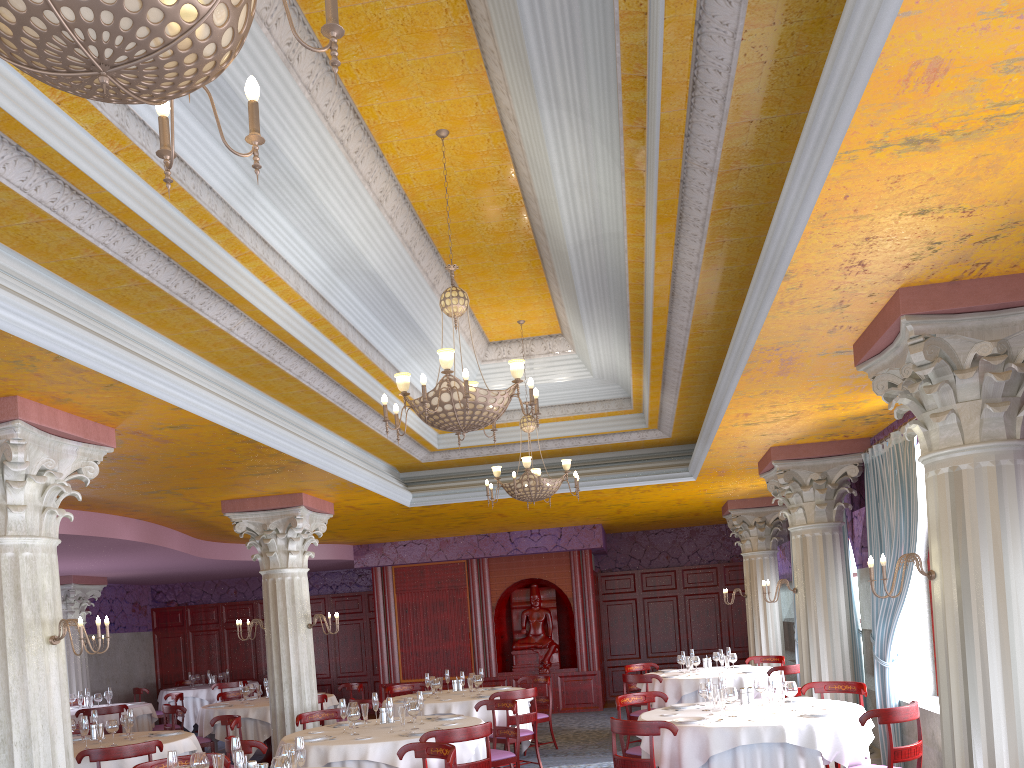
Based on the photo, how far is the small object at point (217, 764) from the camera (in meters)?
5.32

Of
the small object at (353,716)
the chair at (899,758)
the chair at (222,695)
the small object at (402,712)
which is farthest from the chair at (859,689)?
the chair at (222,695)

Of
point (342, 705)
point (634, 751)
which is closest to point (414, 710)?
point (342, 705)

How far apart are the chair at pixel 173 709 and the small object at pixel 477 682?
3.9 meters

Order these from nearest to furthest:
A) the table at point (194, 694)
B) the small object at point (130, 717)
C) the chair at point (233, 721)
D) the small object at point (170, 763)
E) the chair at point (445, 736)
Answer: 1. the small object at point (170, 763)
2. the chair at point (445, 736)
3. the small object at point (130, 717)
4. the chair at point (233, 721)
5. the table at point (194, 694)

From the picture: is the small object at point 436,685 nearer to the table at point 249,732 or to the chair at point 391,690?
the chair at point 391,690

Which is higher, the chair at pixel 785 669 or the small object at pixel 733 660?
the small object at pixel 733 660

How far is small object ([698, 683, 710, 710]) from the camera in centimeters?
757cm

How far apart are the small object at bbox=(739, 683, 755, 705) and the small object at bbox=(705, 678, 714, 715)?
0.4m

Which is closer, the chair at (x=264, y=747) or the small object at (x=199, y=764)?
the small object at (x=199, y=764)
